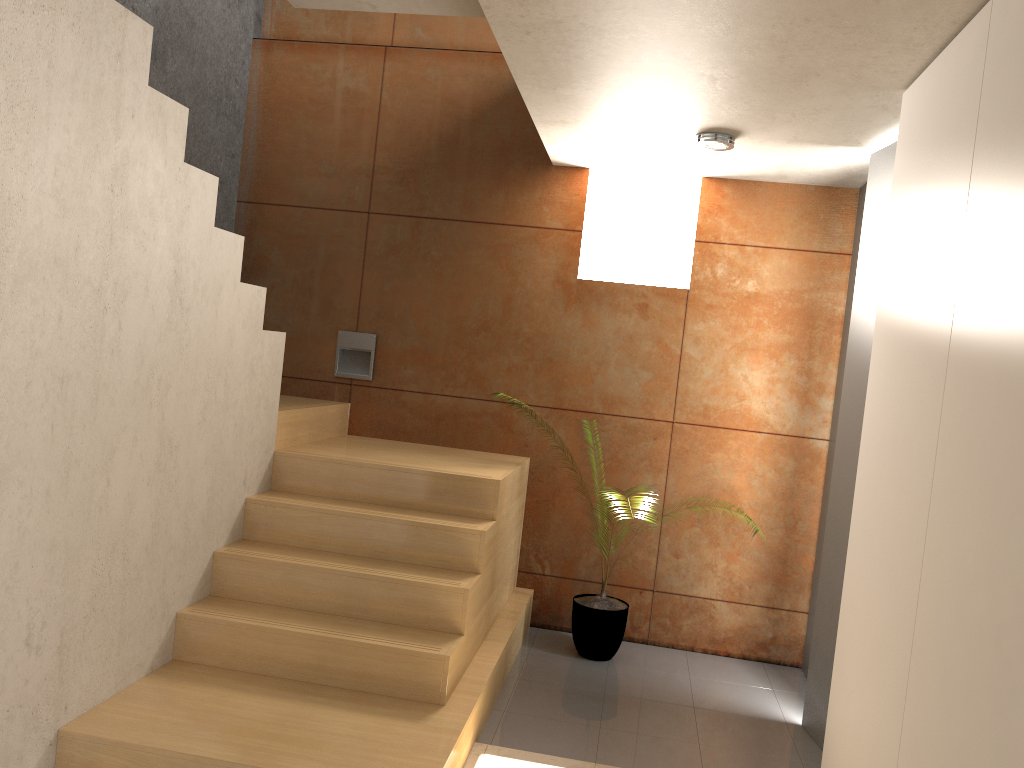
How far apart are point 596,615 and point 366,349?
1.9 meters

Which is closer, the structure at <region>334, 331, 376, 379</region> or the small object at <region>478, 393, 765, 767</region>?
the small object at <region>478, 393, 765, 767</region>

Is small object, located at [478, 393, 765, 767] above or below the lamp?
below

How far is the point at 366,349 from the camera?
5.0m

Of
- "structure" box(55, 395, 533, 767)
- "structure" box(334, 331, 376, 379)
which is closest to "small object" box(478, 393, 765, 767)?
"structure" box(55, 395, 533, 767)

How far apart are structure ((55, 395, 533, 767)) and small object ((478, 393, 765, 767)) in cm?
26

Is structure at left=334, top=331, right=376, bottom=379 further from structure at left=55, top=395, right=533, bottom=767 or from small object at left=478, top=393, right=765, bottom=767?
small object at left=478, top=393, right=765, bottom=767

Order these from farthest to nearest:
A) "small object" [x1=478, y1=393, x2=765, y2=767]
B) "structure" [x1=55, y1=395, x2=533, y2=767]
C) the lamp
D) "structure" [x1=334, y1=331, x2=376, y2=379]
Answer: "structure" [x1=334, y1=331, x2=376, y2=379] < "small object" [x1=478, y1=393, x2=765, y2=767] < the lamp < "structure" [x1=55, y1=395, x2=533, y2=767]

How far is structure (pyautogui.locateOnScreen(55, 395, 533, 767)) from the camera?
2.8 meters

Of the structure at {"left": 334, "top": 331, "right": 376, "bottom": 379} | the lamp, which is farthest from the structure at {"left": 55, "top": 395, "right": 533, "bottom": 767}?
the lamp
